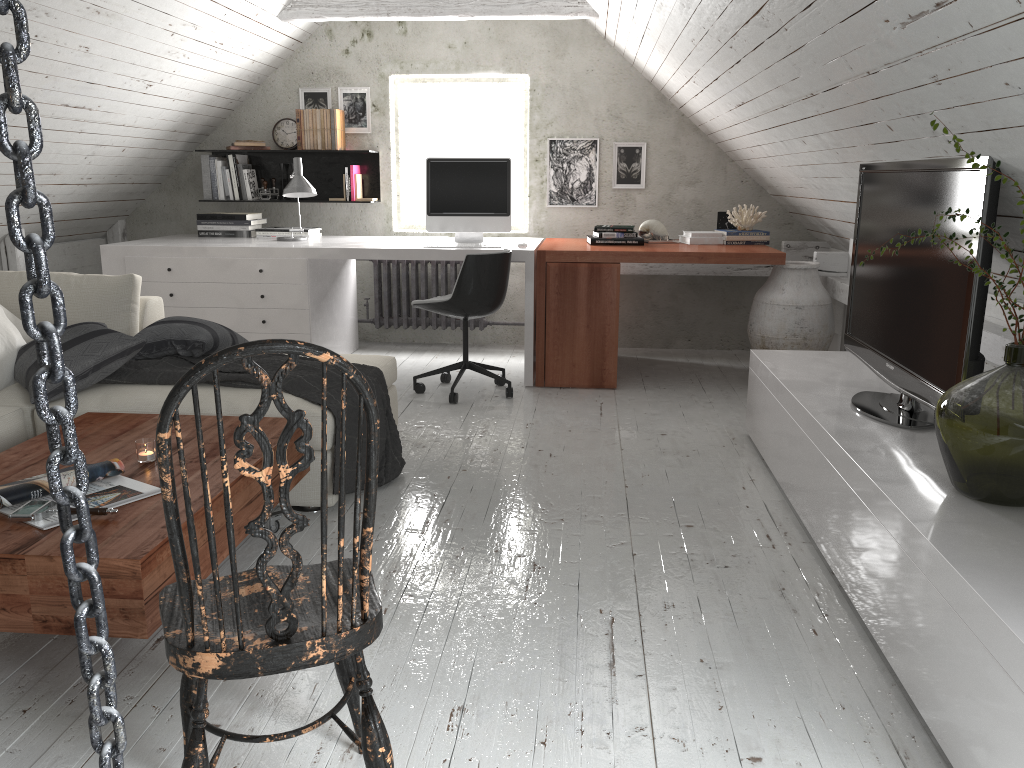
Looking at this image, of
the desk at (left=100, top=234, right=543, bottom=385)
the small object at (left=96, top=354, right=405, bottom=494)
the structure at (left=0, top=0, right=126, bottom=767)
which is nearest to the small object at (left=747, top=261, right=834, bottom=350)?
the desk at (left=100, top=234, right=543, bottom=385)

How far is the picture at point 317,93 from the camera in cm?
584

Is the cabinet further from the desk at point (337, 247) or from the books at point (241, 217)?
the books at point (241, 217)

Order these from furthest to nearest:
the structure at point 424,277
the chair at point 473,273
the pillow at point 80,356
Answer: the structure at point 424,277 → the chair at point 473,273 → the pillow at point 80,356

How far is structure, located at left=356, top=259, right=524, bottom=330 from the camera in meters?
5.9 m

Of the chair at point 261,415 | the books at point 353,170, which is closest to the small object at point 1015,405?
the chair at point 261,415

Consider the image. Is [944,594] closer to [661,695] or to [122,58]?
[661,695]

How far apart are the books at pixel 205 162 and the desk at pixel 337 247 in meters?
0.4 m

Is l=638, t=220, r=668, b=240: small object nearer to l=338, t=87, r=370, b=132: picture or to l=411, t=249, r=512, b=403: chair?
l=411, t=249, r=512, b=403: chair

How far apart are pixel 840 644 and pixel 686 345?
3.9 meters
